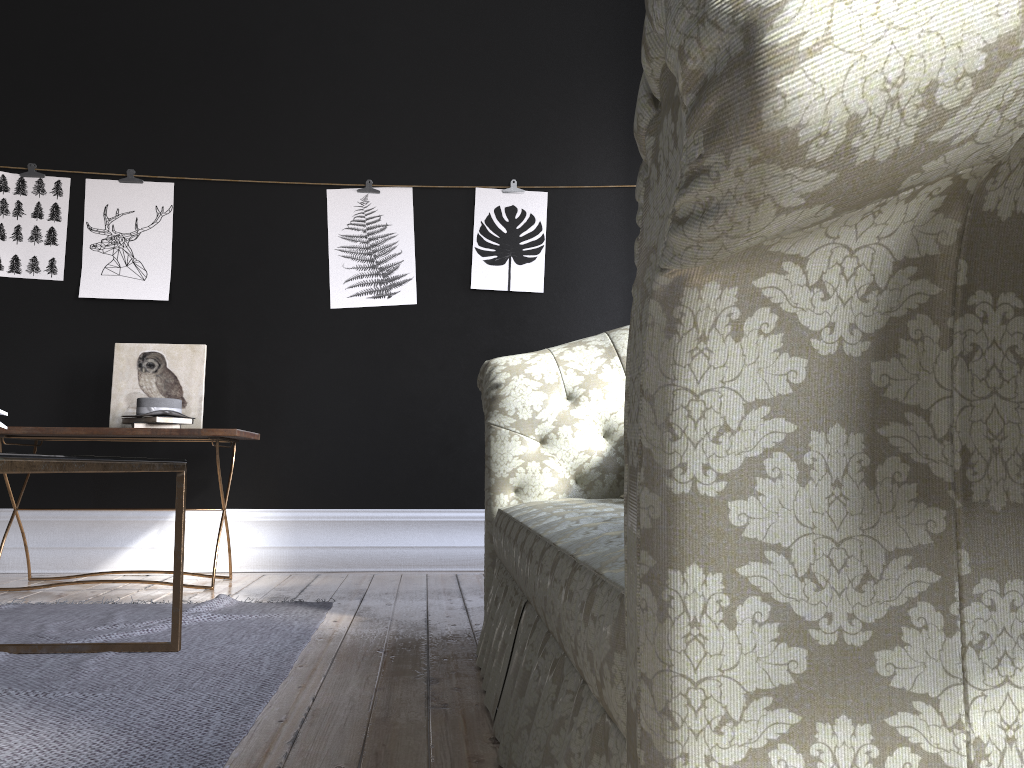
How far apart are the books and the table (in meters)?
1.50

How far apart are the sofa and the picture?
1.78m

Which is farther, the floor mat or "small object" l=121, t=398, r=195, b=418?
"small object" l=121, t=398, r=195, b=418

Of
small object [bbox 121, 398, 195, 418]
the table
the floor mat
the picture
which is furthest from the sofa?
the picture

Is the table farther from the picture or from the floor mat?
the picture

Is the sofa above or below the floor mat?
above

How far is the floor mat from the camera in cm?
169

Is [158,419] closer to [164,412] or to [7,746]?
[164,412]

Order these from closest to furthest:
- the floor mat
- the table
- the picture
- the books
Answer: the table, the floor mat, the books, the picture

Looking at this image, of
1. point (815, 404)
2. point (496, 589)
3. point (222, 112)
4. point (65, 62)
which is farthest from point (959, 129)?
point (65, 62)
